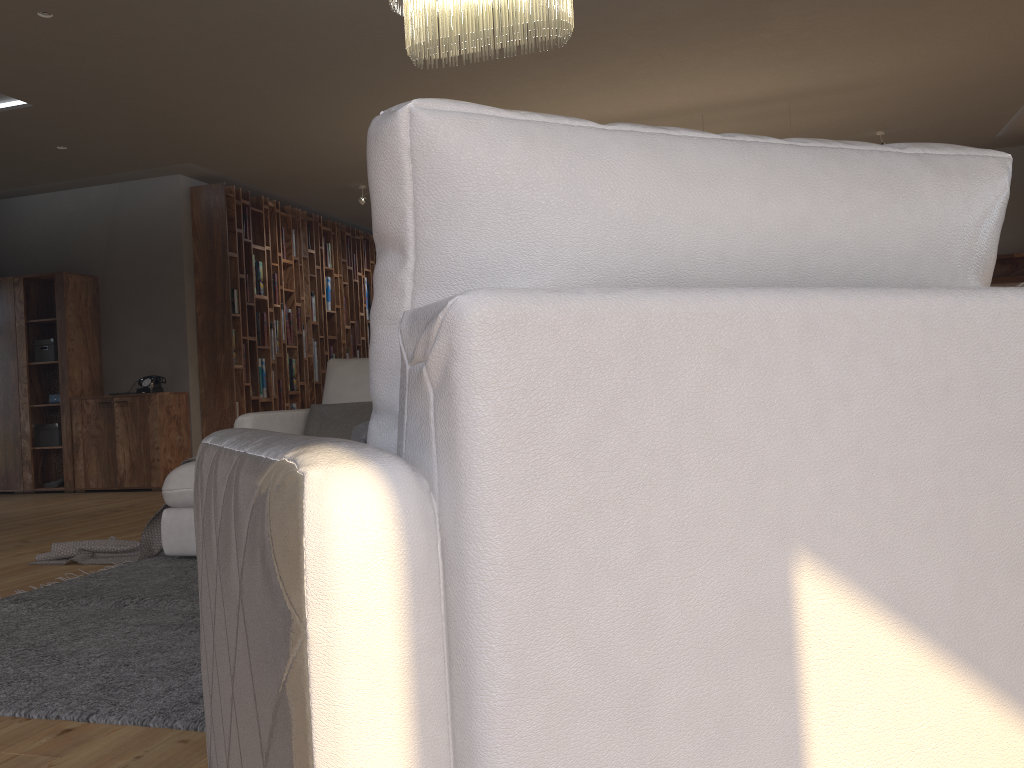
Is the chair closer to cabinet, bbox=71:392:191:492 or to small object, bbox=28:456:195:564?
small object, bbox=28:456:195:564

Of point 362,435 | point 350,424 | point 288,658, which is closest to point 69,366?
point 350,424

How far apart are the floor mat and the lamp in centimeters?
217cm

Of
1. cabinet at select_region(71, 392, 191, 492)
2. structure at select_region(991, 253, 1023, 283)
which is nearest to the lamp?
cabinet at select_region(71, 392, 191, 492)

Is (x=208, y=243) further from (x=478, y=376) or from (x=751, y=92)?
(x=478, y=376)

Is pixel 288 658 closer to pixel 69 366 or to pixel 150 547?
pixel 150 547

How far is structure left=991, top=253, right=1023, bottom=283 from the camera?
8.3m

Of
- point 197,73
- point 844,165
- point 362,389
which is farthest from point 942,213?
point 197,73

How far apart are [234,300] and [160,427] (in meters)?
1.32

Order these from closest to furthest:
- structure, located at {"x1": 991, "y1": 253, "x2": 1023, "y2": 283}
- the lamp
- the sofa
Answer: the lamp, the sofa, structure, located at {"x1": 991, "y1": 253, "x2": 1023, "y2": 283}
